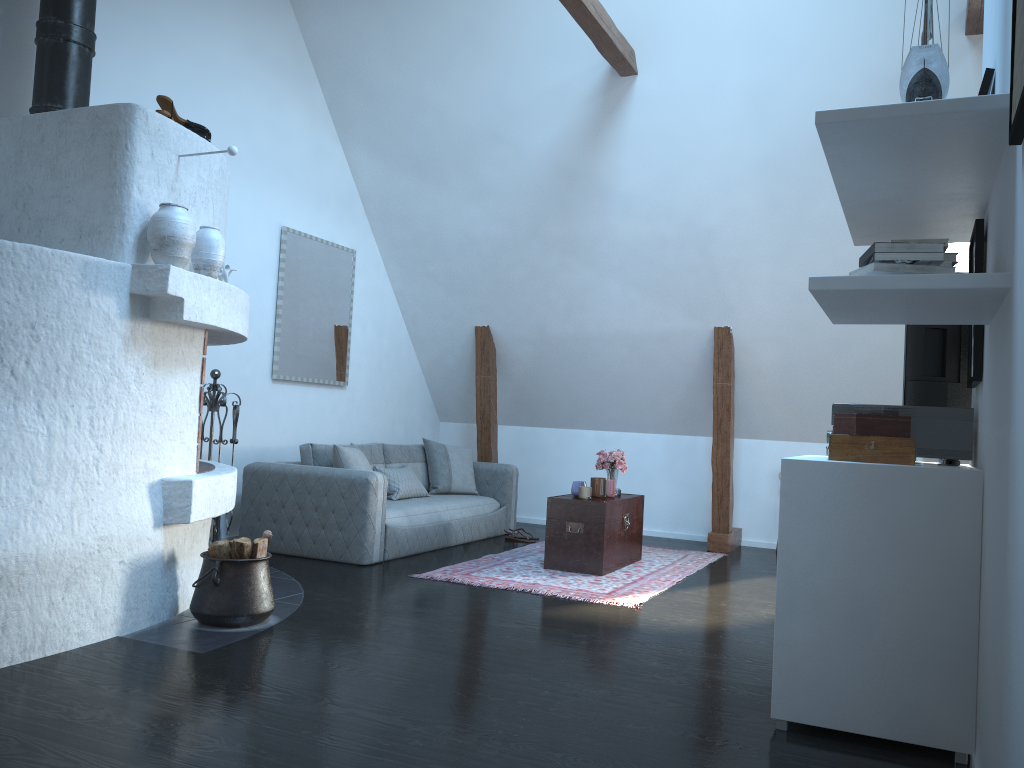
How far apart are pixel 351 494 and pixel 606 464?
1.90m

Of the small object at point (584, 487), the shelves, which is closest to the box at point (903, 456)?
the shelves

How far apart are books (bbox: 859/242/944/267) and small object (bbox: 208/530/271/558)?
2.89m

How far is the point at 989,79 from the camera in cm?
291

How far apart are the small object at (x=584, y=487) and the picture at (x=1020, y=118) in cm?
436

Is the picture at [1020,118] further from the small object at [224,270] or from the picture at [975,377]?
the small object at [224,270]

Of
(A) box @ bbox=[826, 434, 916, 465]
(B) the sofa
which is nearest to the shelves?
(A) box @ bbox=[826, 434, 916, 465]

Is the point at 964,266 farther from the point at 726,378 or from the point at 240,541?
the point at 240,541

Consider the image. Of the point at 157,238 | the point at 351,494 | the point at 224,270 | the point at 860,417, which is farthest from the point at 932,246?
the point at 351,494

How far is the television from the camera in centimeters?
364cm
